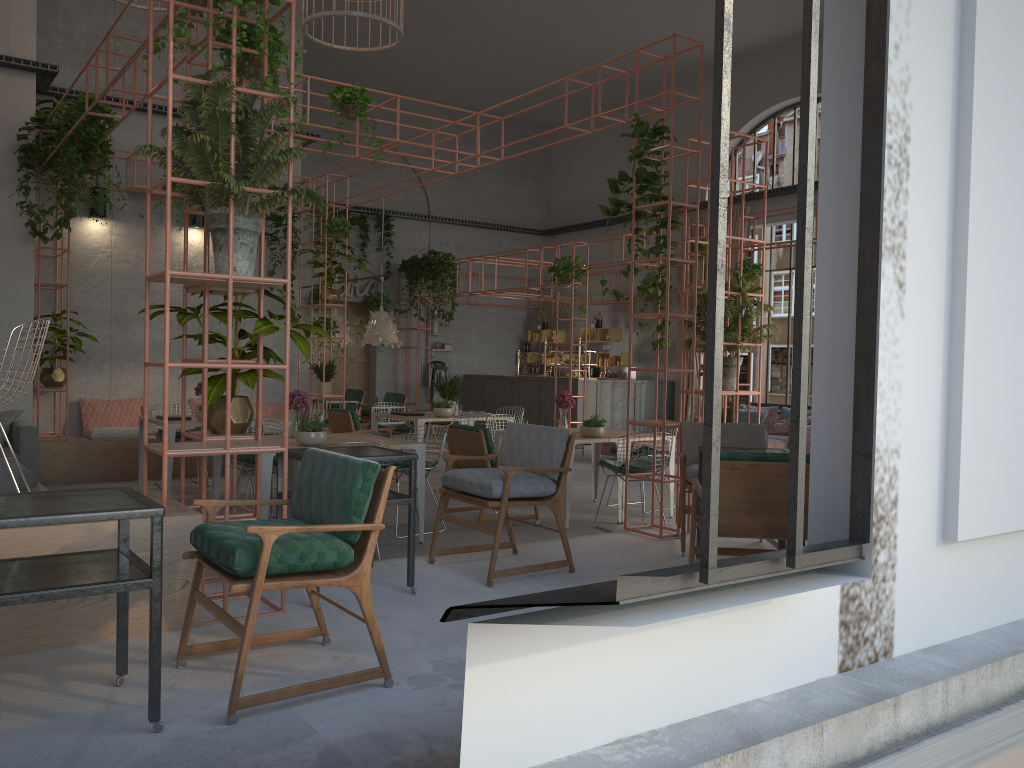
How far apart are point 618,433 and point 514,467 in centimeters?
390cm

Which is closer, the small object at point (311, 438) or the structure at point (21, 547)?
the structure at point (21, 547)

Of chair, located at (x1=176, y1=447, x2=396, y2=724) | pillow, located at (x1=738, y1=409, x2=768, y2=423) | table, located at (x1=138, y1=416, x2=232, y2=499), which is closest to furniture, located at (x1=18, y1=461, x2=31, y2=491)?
table, located at (x1=138, y1=416, x2=232, y2=499)

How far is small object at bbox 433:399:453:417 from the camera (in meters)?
10.69

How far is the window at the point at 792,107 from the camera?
16.09m

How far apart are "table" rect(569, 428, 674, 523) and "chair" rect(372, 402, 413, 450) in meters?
2.9

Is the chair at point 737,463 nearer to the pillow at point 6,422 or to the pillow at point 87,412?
the pillow at point 6,422

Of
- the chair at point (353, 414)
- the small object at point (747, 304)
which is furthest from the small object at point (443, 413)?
the small object at point (747, 304)

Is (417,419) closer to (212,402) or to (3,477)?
(3,477)

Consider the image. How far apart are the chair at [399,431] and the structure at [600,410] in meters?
5.1 m
